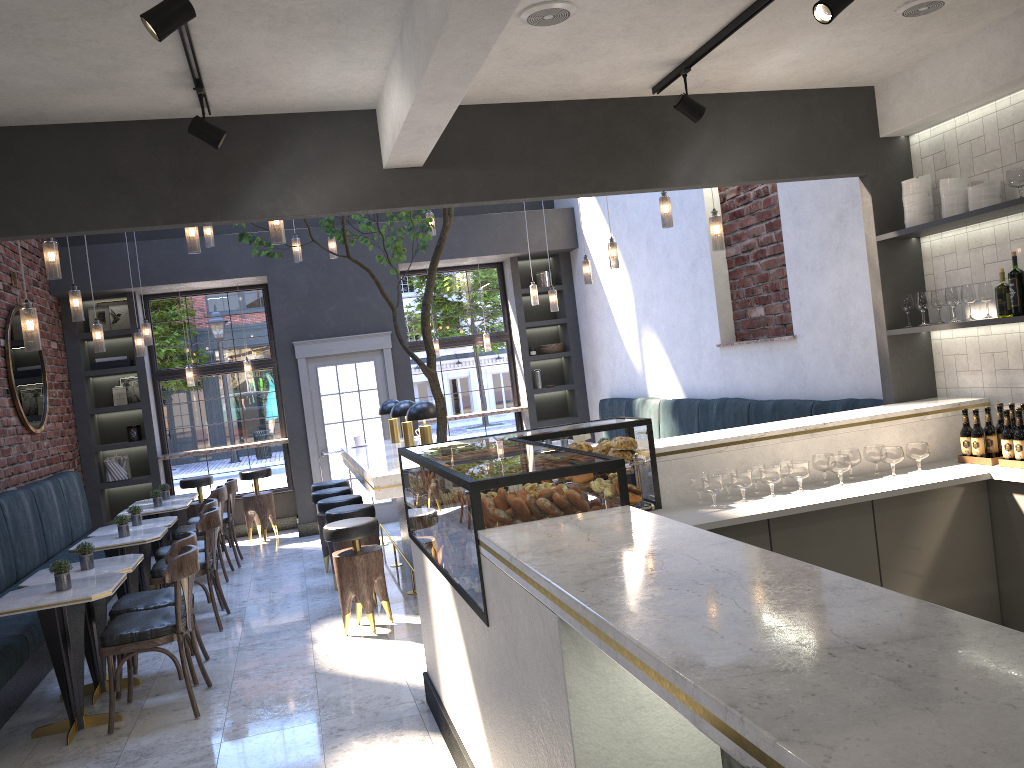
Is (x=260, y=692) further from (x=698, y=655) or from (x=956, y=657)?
(x=956, y=657)

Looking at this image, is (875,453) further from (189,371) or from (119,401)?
(119,401)

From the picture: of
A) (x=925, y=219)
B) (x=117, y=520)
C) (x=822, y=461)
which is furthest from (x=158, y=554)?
(x=925, y=219)

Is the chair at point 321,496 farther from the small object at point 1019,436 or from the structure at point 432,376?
the small object at point 1019,436

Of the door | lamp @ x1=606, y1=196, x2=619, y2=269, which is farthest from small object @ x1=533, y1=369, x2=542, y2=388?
lamp @ x1=606, y1=196, x2=619, y2=269

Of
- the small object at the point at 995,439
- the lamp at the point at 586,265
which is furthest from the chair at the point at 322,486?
the small object at the point at 995,439

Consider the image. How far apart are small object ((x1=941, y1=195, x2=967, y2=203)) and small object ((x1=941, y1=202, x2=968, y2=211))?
0.0 meters

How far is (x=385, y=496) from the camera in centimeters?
561cm

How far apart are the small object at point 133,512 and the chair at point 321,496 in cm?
146

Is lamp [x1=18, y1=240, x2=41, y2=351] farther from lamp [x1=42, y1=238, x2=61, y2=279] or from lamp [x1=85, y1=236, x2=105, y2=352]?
lamp [x1=85, y1=236, x2=105, y2=352]
